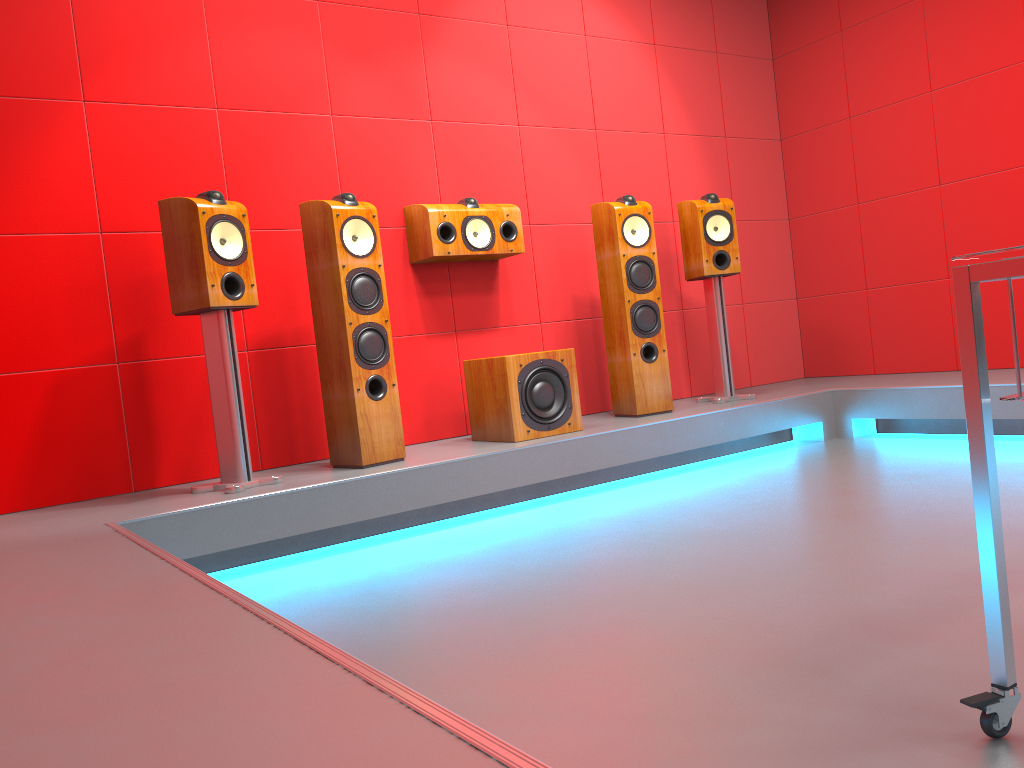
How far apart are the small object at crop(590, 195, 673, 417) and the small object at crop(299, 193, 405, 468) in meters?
1.2

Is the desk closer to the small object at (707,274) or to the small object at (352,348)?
the small object at (352,348)

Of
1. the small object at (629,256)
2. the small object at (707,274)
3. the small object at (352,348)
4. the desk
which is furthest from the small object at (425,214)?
the desk

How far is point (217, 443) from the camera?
3.2m

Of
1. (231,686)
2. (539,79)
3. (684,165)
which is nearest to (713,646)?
(231,686)

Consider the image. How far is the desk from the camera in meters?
1.2 m

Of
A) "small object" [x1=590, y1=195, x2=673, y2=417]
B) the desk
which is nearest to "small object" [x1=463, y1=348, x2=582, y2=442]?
"small object" [x1=590, y1=195, x2=673, y2=417]

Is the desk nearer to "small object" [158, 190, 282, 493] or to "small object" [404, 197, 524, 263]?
"small object" [158, 190, 282, 493]

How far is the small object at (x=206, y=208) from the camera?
3.0 meters

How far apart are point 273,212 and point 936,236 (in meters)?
3.47
